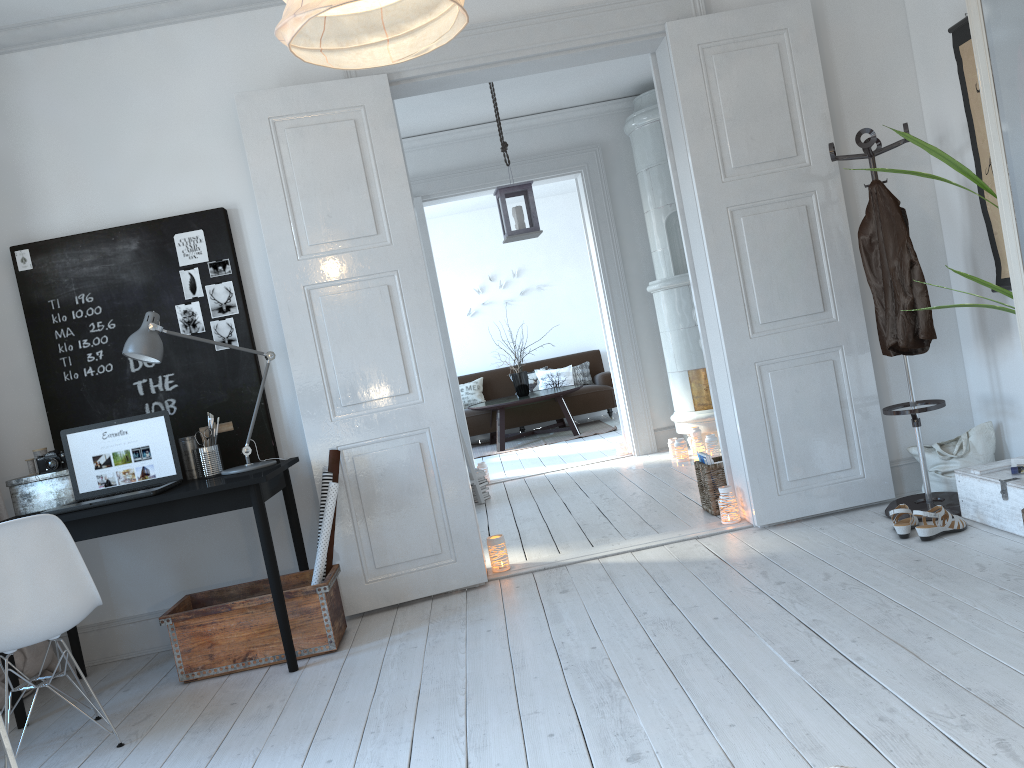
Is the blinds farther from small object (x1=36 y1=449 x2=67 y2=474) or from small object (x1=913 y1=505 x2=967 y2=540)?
small object (x1=913 y1=505 x2=967 y2=540)

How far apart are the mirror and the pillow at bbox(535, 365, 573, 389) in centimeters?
432cm

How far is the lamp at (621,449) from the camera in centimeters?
726cm

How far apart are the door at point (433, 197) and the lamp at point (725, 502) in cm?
286

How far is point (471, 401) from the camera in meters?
10.6 m

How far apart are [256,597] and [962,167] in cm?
296

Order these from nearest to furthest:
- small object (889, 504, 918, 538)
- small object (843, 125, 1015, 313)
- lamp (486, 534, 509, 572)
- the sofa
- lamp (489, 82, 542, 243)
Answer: small object (843, 125, 1015, 313), small object (889, 504, 918, 538), lamp (486, 534, 509, 572), lamp (489, 82, 542, 243), the sofa

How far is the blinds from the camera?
3.7m

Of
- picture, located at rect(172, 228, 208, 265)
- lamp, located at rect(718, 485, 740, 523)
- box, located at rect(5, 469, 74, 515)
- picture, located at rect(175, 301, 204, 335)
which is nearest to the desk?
box, located at rect(5, 469, 74, 515)

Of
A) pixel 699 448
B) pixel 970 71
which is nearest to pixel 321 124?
pixel 970 71
